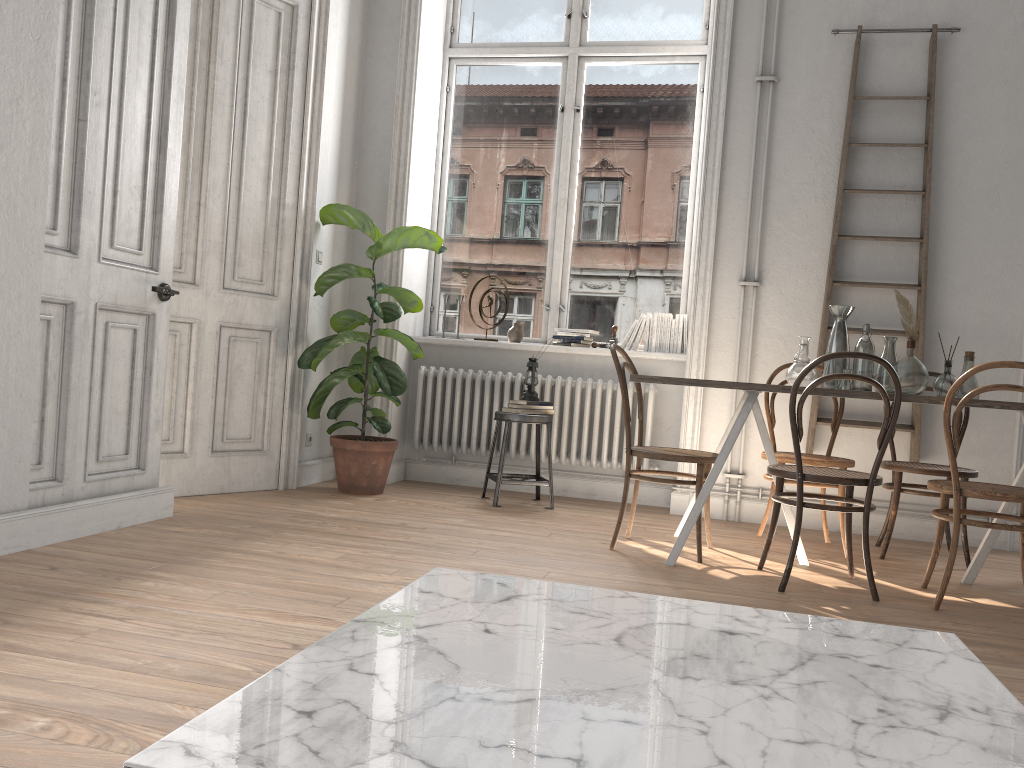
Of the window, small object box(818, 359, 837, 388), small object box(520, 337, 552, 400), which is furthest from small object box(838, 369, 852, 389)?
the window

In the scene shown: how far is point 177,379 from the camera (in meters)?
4.44

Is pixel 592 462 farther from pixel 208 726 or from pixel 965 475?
pixel 208 726

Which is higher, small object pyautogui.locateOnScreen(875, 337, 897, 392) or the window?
the window

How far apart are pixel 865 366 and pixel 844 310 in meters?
0.3

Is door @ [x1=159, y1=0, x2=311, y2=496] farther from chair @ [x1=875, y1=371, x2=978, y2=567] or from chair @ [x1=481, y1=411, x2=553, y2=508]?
chair @ [x1=875, y1=371, x2=978, y2=567]

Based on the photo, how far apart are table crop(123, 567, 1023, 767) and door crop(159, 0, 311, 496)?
3.3m

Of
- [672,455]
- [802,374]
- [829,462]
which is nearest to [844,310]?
[829,462]

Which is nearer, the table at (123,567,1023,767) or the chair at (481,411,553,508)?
the table at (123,567,1023,767)

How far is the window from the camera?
5.7 meters
